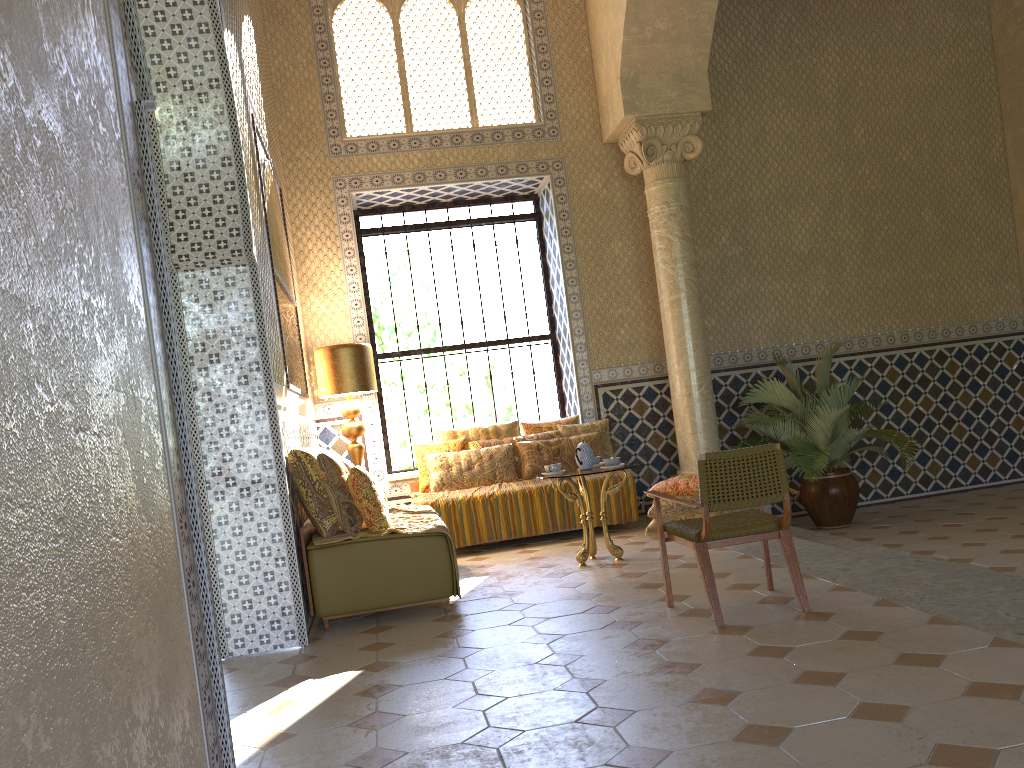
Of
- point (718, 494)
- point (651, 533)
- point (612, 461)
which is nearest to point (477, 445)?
point (651, 533)

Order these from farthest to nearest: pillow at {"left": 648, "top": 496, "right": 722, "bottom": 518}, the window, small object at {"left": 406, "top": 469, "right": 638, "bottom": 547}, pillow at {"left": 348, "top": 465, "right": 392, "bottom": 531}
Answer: the window < small object at {"left": 406, "top": 469, "right": 638, "bottom": 547} < pillow at {"left": 648, "top": 496, "right": 722, "bottom": 518} < pillow at {"left": 348, "top": 465, "right": 392, "bottom": 531}

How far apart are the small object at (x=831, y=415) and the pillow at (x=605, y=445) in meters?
1.9

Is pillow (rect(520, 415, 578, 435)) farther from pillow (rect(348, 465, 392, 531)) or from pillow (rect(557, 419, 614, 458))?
pillow (rect(348, 465, 392, 531))

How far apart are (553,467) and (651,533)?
1.87m

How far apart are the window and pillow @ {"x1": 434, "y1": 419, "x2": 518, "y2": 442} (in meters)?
1.44

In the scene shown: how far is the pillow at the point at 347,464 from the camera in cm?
854

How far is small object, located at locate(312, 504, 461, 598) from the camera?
7.7m

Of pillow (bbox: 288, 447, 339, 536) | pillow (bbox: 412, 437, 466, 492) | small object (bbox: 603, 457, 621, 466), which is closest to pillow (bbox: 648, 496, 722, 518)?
small object (bbox: 603, 457, 621, 466)

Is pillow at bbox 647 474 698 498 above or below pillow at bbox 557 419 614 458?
below
